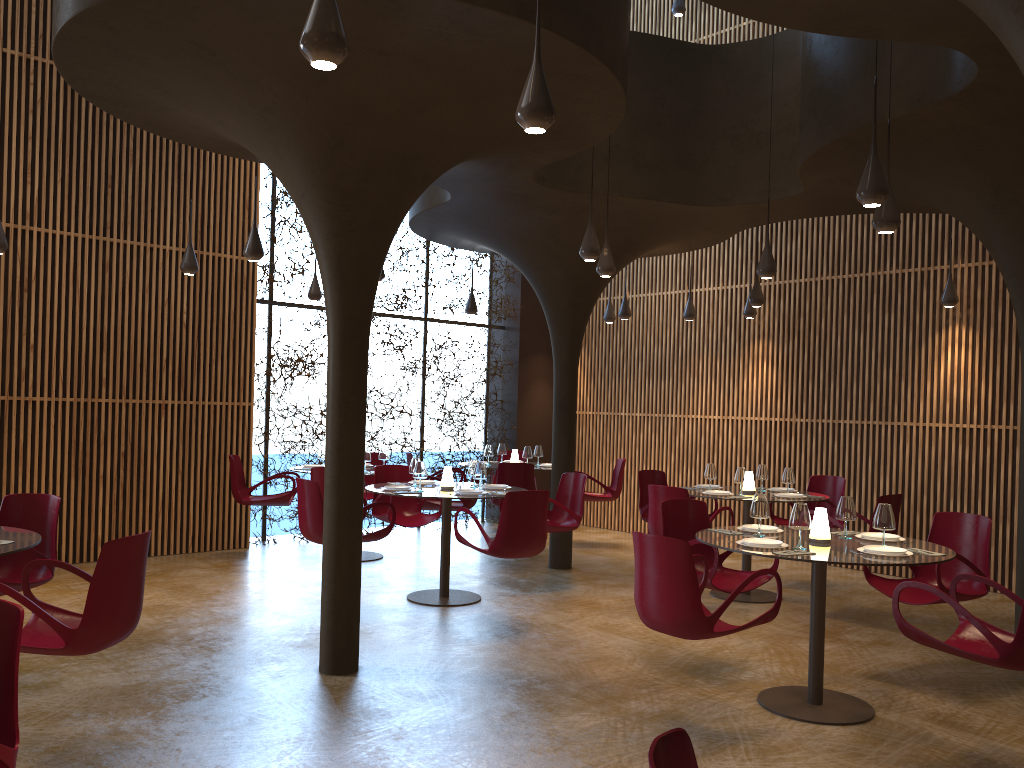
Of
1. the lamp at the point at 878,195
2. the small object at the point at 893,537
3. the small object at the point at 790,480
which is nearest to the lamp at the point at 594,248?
the lamp at the point at 878,195

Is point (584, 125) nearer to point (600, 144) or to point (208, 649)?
point (600, 144)

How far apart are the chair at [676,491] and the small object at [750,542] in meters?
2.6

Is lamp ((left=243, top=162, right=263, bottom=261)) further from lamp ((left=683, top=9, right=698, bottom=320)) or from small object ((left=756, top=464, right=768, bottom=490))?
lamp ((left=683, top=9, right=698, bottom=320))

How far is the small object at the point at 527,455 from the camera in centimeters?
1262cm

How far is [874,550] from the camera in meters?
5.5 m

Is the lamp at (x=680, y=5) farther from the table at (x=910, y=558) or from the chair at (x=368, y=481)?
the table at (x=910, y=558)

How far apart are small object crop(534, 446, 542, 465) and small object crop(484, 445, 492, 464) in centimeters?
74cm

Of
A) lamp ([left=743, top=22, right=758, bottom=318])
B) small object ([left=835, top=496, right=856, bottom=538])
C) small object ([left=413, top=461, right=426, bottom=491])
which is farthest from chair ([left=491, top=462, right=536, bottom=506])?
small object ([left=835, top=496, right=856, bottom=538])

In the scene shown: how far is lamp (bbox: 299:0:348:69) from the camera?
3.45m
